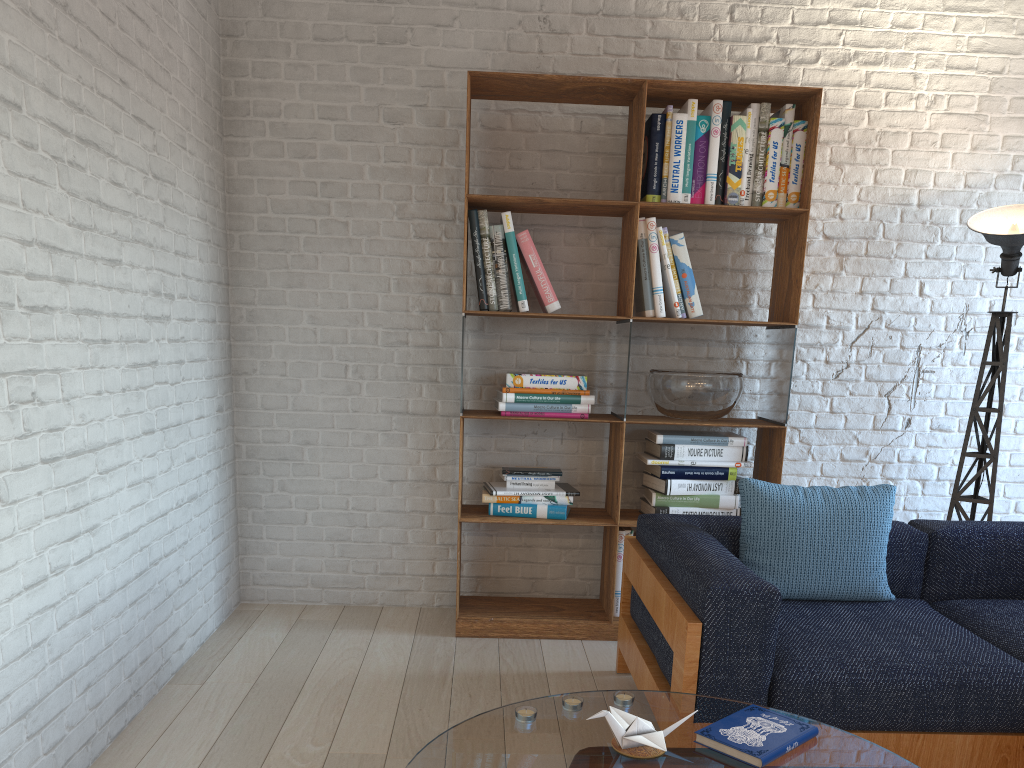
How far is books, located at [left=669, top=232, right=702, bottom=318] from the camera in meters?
3.6 m

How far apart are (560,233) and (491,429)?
0.92m

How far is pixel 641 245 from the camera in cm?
358

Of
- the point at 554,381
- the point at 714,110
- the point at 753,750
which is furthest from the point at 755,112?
the point at 753,750

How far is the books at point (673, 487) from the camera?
3.6m

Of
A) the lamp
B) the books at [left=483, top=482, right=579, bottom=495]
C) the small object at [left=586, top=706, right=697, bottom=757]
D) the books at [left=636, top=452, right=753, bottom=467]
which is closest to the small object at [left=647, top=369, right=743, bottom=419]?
the books at [left=636, top=452, right=753, bottom=467]

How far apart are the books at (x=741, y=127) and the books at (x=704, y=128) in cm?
10

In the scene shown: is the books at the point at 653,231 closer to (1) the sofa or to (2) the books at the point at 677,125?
(2) the books at the point at 677,125

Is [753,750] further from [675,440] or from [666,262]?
[666,262]

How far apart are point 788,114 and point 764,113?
0.10m
